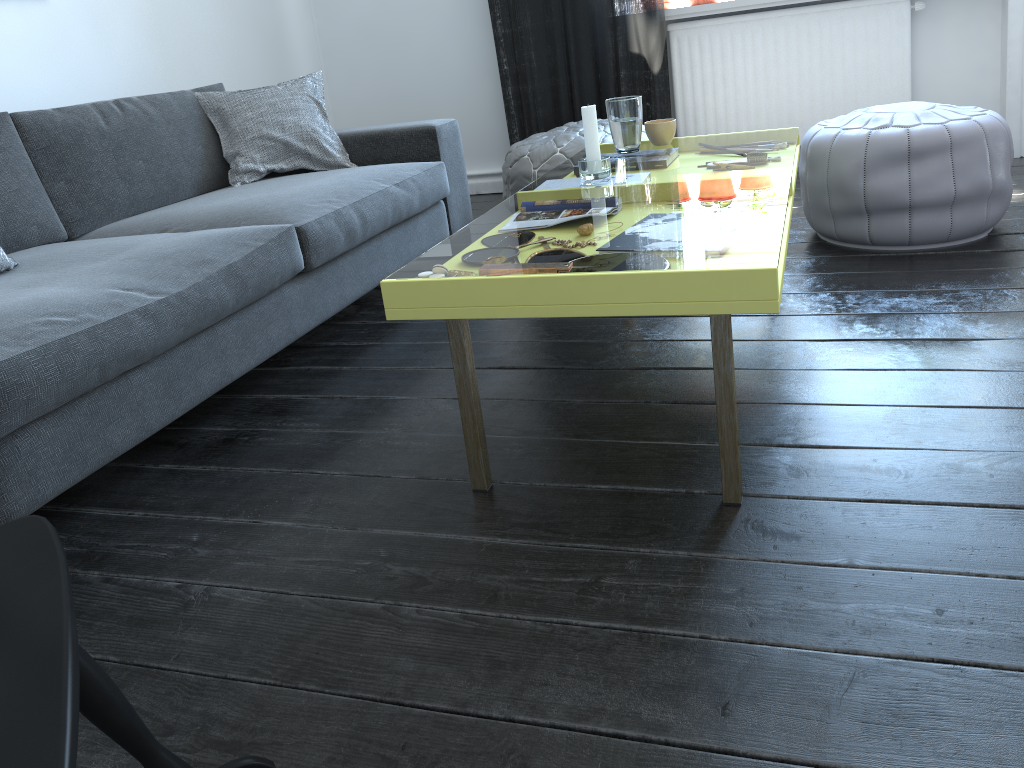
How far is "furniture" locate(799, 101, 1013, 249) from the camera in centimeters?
242cm

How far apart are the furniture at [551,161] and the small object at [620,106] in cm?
87

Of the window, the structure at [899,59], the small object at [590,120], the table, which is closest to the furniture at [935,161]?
the table

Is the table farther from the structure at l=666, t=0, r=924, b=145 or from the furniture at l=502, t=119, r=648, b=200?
the furniture at l=502, t=119, r=648, b=200

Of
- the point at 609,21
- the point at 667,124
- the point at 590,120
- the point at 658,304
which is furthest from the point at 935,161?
the point at 609,21

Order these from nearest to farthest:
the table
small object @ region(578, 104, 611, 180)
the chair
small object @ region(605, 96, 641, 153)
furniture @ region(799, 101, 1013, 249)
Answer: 1. the chair
2. the table
3. small object @ region(578, 104, 611, 180)
4. small object @ region(605, 96, 641, 153)
5. furniture @ region(799, 101, 1013, 249)

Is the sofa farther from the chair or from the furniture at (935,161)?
the furniture at (935,161)

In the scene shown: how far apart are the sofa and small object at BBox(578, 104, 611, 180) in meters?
0.7 m

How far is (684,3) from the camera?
4.2 meters

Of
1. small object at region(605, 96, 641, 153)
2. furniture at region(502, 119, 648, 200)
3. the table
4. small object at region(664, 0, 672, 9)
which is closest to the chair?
the table
